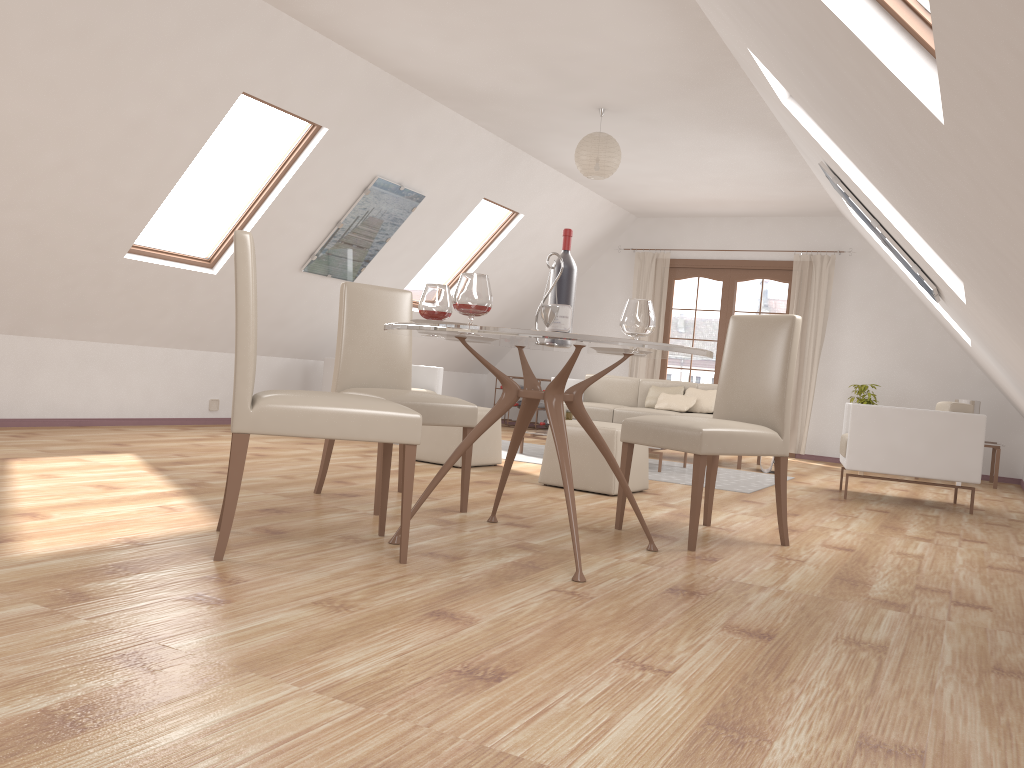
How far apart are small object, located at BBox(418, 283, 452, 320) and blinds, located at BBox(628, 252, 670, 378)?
7.0 meters

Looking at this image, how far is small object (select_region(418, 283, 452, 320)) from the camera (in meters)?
3.39

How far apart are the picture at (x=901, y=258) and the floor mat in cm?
165

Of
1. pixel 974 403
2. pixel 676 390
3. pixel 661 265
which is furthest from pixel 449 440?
pixel 974 403

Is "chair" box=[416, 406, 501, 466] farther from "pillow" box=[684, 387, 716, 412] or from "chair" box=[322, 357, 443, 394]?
"pillow" box=[684, 387, 716, 412]

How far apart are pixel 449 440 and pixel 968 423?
3.29m

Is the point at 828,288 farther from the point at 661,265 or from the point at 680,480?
the point at 680,480

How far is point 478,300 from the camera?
2.9 meters

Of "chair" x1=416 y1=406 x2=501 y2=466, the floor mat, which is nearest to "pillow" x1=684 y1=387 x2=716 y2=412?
the floor mat

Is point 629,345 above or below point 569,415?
above
